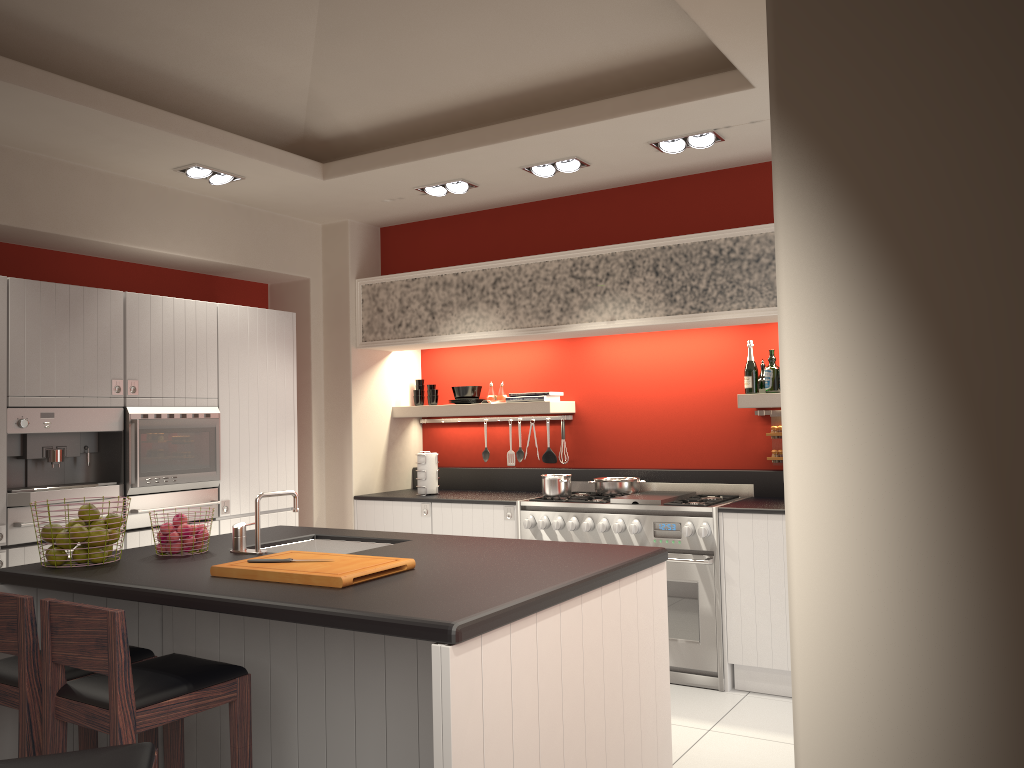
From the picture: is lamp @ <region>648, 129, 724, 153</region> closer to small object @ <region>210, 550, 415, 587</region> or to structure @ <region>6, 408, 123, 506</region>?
small object @ <region>210, 550, 415, 587</region>

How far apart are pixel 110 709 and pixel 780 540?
3.4m

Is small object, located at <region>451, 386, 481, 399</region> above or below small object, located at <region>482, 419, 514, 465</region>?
above

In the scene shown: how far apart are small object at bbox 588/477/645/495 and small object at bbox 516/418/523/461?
0.90m

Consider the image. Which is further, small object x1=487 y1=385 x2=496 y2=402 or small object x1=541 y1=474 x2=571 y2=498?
small object x1=487 y1=385 x2=496 y2=402

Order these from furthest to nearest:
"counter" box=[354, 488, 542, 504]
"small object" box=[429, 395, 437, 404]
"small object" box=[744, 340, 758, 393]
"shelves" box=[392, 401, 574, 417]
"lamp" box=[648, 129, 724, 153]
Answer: "small object" box=[429, 395, 437, 404] < "shelves" box=[392, 401, 574, 417] < "counter" box=[354, 488, 542, 504] < "small object" box=[744, 340, 758, 393] < "lamp" box=[648, 129, 724, 153]

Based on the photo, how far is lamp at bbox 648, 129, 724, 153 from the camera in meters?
4.7 m

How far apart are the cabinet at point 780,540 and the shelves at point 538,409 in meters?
1.5 m

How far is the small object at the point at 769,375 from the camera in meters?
5.3

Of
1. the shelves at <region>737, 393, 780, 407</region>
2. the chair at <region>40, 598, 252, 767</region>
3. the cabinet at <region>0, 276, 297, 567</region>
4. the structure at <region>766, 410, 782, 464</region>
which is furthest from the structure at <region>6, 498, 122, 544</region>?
the structure at <region>766, 410, 782, 464</region>
